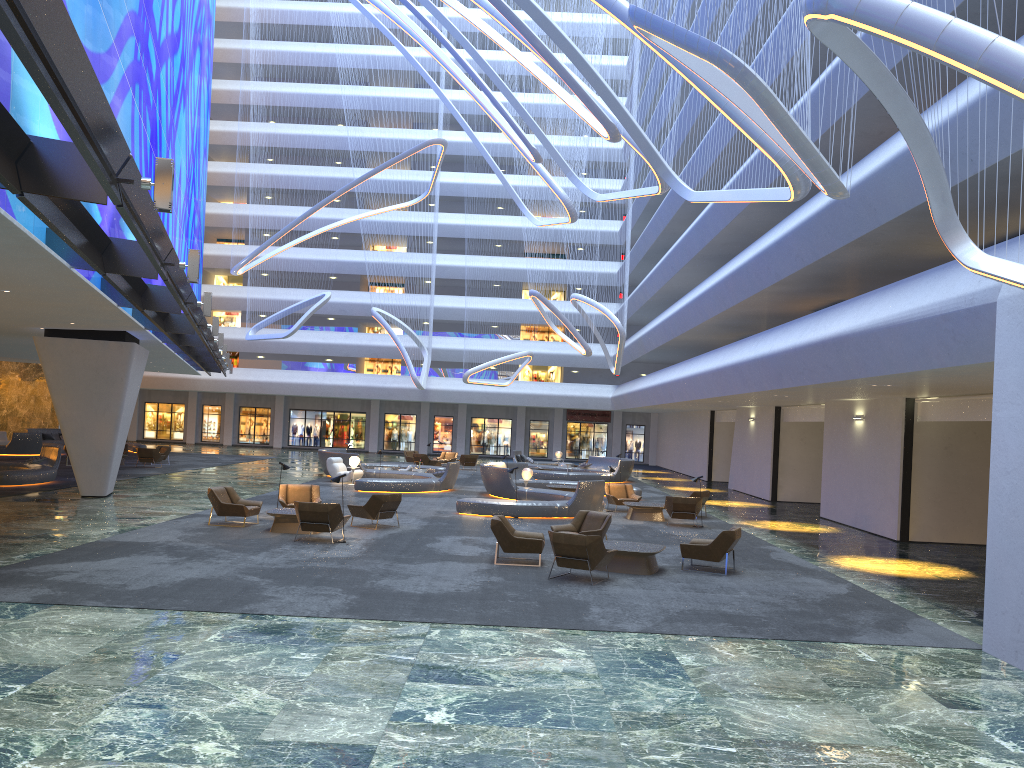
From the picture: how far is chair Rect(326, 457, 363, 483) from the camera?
30.7 meters

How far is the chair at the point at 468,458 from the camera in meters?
42.3 m

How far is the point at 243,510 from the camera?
18.00m

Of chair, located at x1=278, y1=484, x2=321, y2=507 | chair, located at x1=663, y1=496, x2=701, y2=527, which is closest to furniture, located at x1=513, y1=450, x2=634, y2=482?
chair, located at x1=663, y1=496, x2=701, y2=527

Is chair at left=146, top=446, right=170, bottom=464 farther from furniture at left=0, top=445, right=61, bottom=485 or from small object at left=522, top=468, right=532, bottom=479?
small object at left=522, top=468, right=532, bottom=479

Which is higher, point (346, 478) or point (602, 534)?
point (602, 534)

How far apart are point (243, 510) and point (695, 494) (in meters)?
12.14

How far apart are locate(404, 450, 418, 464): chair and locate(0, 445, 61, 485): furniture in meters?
18.5

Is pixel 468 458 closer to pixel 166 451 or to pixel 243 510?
pixel 166 451

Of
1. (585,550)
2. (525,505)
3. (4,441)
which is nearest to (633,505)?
(525,505)
